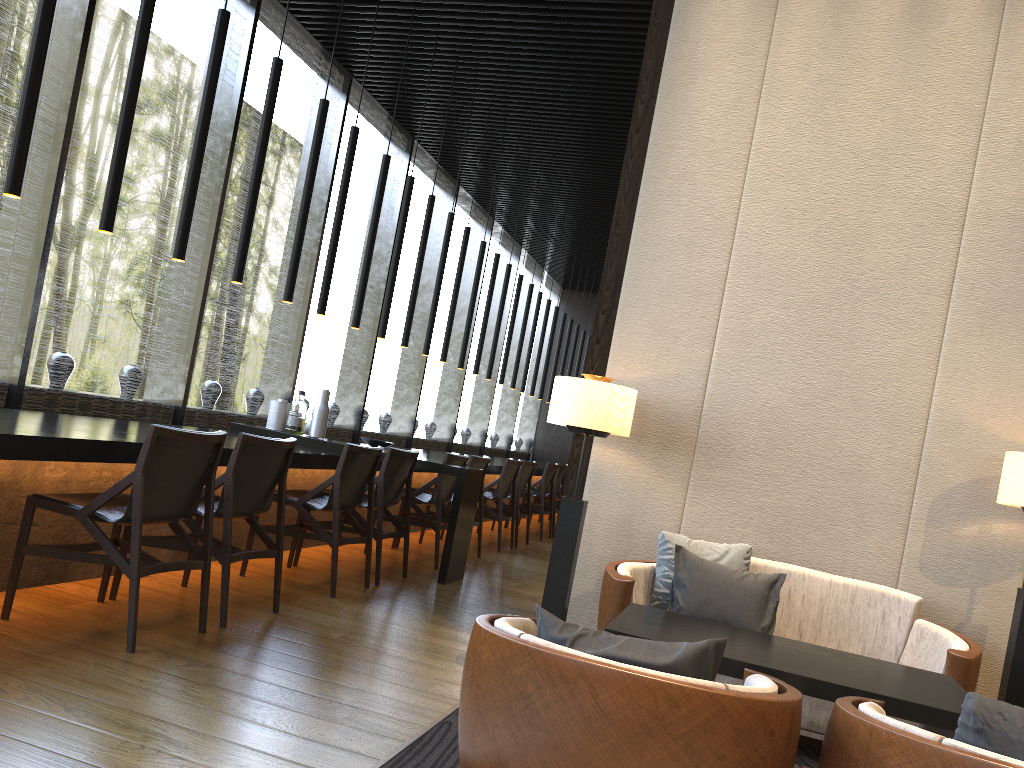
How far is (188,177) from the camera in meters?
4.4

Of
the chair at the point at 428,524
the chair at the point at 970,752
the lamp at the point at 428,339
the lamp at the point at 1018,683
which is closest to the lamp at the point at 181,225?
the chair at the point at 428,524

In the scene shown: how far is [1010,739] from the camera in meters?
1.6

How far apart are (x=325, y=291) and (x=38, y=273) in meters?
1.7

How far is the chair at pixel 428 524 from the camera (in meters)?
6.23

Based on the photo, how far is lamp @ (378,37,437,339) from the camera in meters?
6.8 m

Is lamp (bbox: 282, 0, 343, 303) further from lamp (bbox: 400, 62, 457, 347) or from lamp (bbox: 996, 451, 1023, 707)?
lamp (bbox: 996, 451, 1023, 707)

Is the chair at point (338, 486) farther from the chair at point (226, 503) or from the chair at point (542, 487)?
the chair at point (542, 487)

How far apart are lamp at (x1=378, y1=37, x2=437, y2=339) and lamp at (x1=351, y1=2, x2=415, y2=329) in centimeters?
46cm

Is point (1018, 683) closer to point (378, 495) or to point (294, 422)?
point (378, 495)
